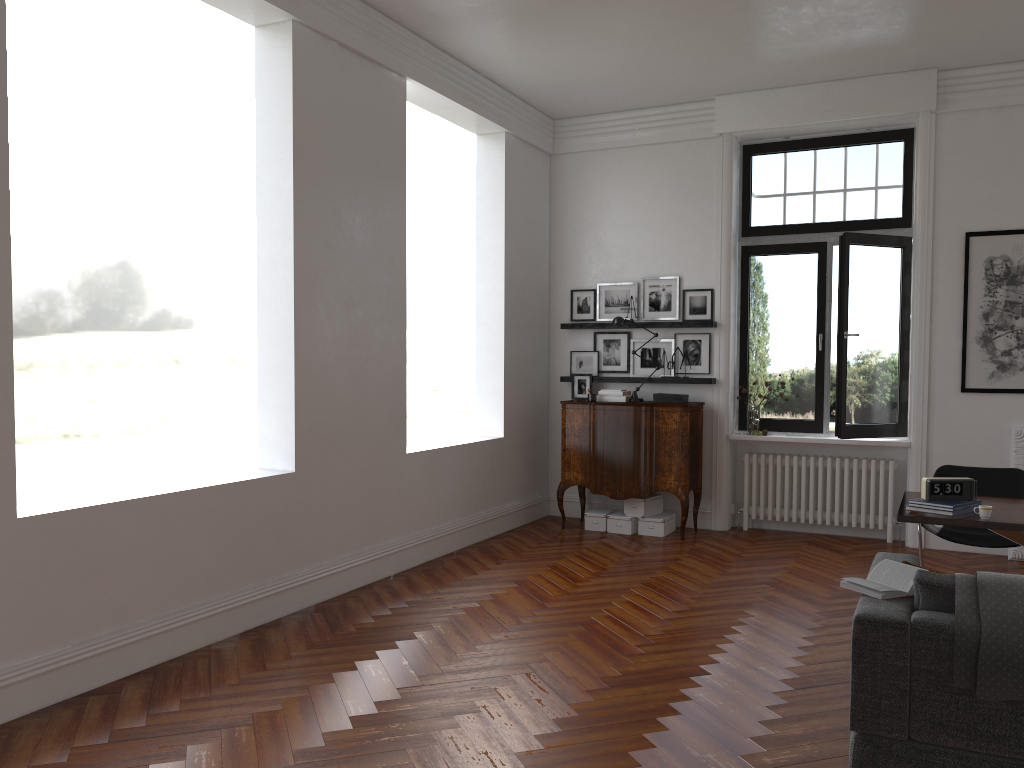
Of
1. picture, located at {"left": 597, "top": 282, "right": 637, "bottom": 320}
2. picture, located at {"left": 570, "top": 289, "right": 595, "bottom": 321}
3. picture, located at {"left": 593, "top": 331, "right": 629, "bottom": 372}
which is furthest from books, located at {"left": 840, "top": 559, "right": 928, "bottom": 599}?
picture, located at {"left": 570, "top": 289, "right": 595, "bottom": 321}

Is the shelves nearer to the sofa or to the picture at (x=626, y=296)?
the picture at (x=626, y=296)

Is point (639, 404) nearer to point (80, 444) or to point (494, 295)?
point (494, 295)

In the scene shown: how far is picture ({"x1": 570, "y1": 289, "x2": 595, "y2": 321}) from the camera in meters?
8.8

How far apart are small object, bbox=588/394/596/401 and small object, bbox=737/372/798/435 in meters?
1.5

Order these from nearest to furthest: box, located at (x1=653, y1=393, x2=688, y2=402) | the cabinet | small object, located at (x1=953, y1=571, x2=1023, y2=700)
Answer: small object, located at (x1=953, y1=571, x2=1023, y2=700)
the cabinet
box, located at (x1=653, y1=393, x2=688, y2=402)

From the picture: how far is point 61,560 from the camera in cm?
407

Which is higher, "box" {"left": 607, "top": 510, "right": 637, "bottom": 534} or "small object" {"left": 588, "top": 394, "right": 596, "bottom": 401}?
"small object" {"left": 588, "top": 394, "right": 596, "bottom": 401}

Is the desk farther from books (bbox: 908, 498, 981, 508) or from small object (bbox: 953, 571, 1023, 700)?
small object (bbox: 953, 571, 1023, 700)

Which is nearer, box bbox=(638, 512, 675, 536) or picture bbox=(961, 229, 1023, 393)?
picture bbox=(961, 229, 1023, 393)
